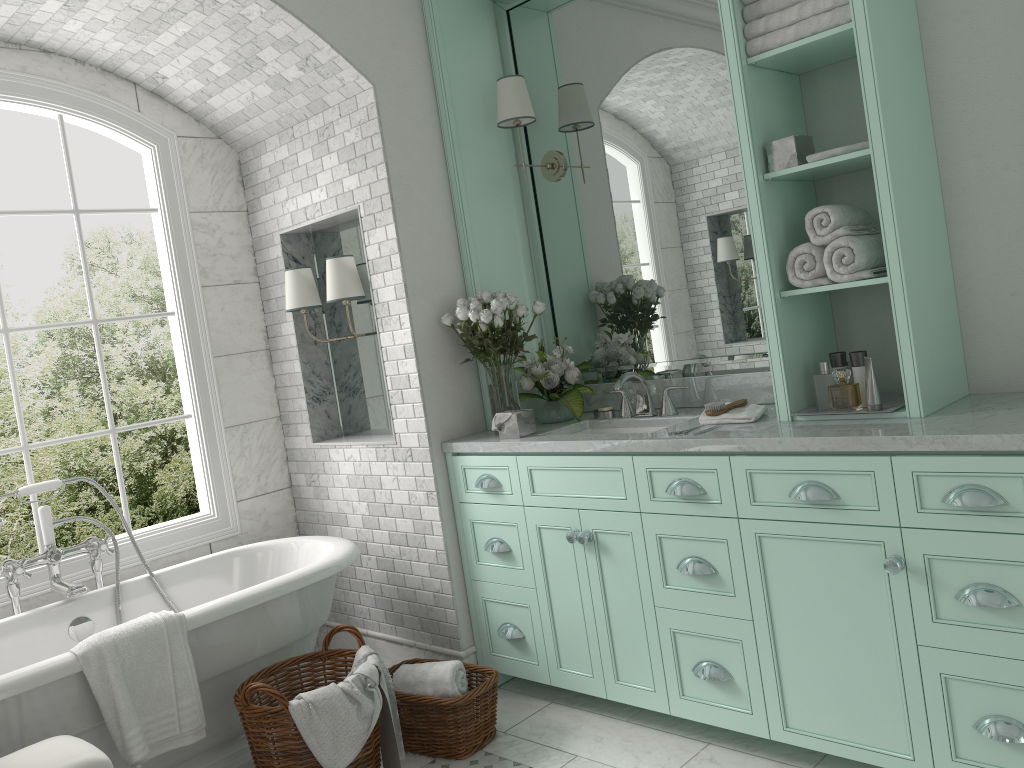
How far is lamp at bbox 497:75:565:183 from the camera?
4.0 meters

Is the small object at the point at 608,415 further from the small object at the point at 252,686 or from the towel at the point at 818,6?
the towel at the point at 818,6

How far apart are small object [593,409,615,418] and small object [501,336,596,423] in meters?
0.1

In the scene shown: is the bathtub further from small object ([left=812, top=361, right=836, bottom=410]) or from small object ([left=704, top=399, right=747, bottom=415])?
small object ([left=812, top=361, right=836, bottom=410])

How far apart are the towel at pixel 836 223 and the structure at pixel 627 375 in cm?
102

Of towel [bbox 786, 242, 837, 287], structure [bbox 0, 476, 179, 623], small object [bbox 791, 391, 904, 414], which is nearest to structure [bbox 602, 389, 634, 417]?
small object [bbox 791, 391, 904, 414]

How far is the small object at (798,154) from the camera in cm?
299

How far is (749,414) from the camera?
3.21m

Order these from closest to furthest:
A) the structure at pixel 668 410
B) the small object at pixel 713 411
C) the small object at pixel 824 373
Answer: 1. the small object at pixel 824 373
2. the small object at pixel 713 411
3. the structure at pixel 668 410

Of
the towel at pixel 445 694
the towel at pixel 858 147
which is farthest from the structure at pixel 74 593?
the towel at pixel 858 147
